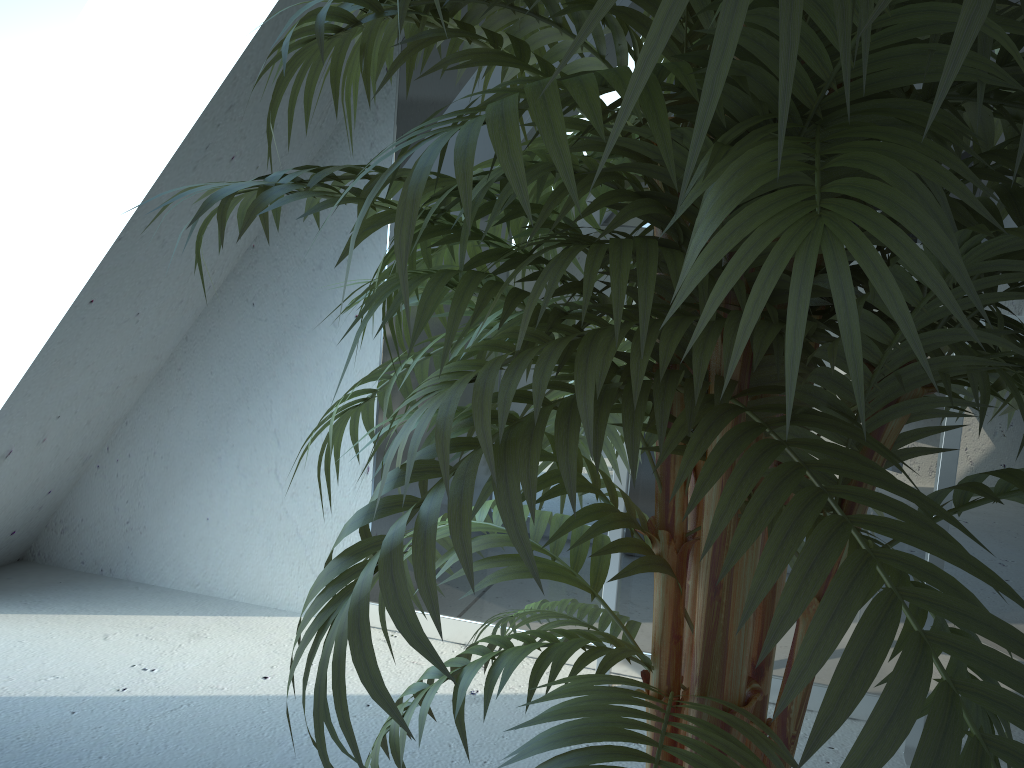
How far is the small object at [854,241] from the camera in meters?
0.4 m

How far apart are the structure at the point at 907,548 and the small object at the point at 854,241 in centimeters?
72cm

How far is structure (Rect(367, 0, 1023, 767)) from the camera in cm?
178

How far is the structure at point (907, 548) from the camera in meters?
1.8 m

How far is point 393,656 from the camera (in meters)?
1.02

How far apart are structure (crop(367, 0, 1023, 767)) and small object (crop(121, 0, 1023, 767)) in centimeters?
72cm

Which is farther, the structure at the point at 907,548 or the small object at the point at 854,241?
the structure at the point at 907,548

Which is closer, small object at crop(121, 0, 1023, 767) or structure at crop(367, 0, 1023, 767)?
small object at crop(121, 0, 1023, 767)

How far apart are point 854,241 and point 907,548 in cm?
156
